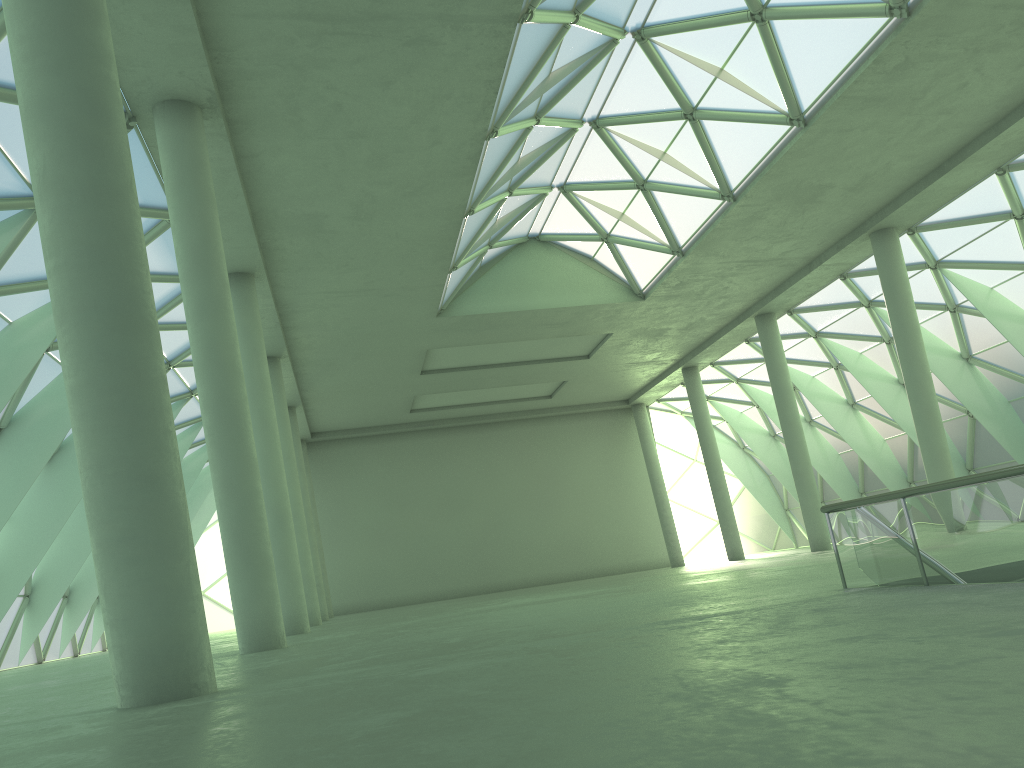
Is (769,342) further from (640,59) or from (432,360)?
(640,59)

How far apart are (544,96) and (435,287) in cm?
1149
